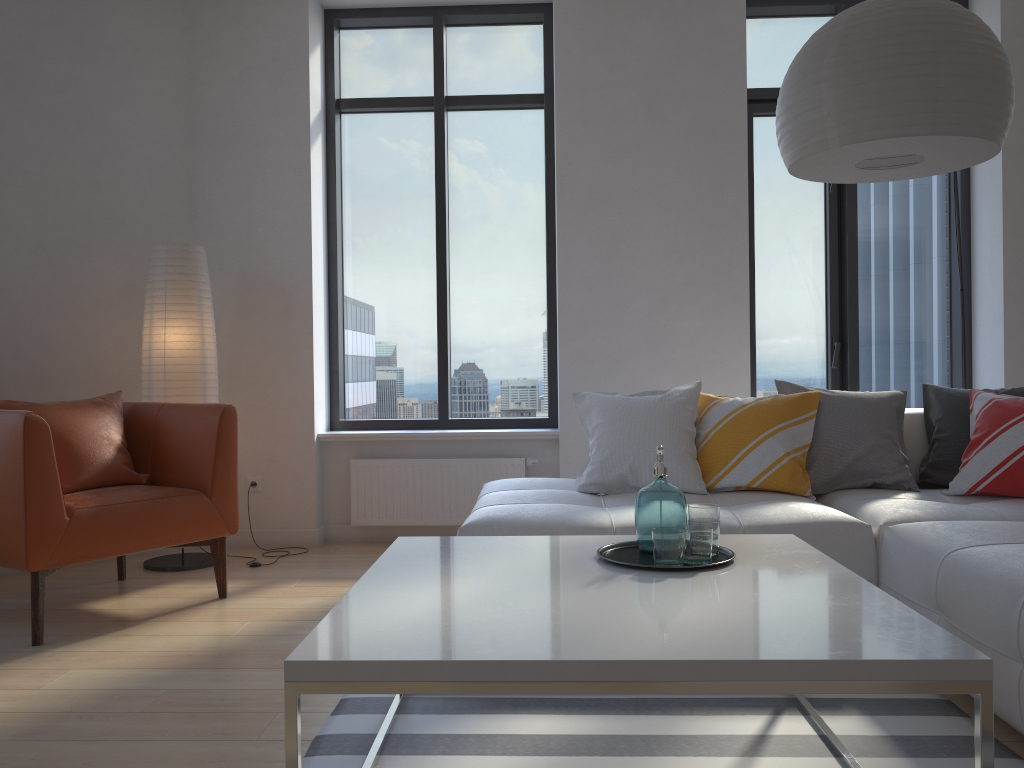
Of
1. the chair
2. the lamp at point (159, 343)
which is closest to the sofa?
the chair

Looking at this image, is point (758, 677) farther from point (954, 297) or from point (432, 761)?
point (954, 297)

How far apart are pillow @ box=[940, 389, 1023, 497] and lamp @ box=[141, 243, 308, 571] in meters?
3.3

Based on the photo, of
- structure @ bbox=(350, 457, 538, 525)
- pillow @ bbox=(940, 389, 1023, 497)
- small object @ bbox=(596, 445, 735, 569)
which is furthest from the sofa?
structure @ bbox=(350, 457, 538, 525)

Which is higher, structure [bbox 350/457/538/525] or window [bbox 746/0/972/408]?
window [bbox 746/0/972/408]

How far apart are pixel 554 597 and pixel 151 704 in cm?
135

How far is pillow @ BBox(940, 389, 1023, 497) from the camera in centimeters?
314cm

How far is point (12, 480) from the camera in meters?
3.0 m

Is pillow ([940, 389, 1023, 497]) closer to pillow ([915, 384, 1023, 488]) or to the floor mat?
pillow ([915, 384, 1023, 488])

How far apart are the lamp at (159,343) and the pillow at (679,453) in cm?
179
